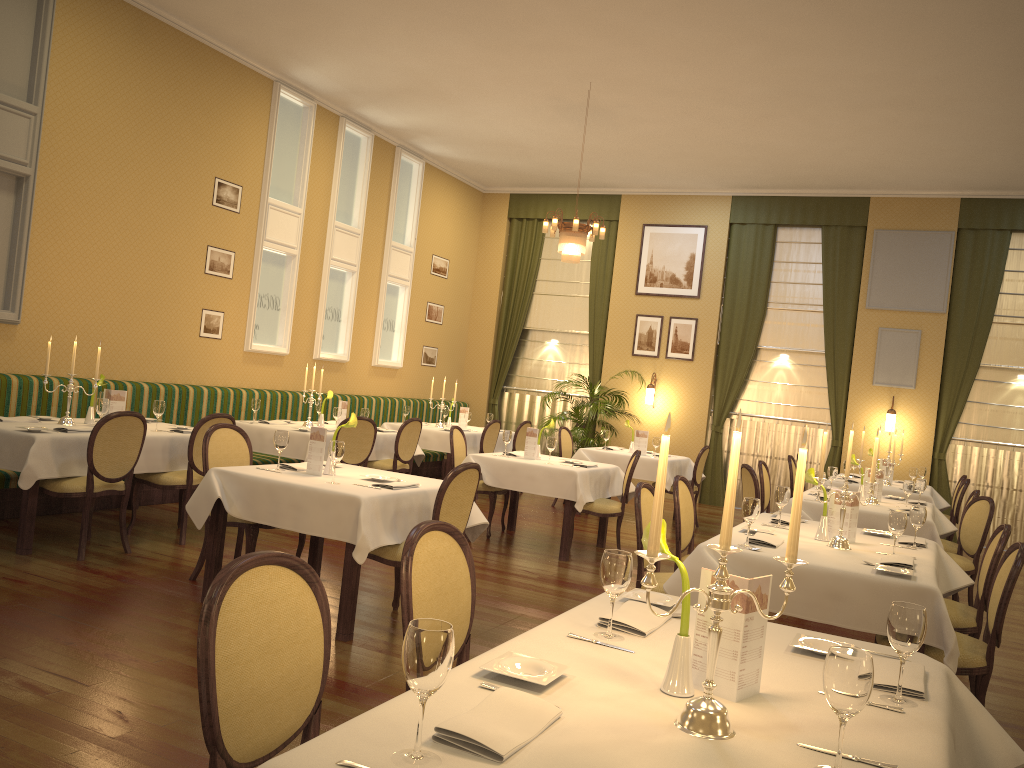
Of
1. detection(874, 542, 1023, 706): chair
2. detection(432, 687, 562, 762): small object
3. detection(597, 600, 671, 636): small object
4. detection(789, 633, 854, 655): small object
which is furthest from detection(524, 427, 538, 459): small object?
detection(432, 687, 562, 762): small object

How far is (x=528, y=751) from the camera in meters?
1.6 m

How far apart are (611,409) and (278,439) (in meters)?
7.70

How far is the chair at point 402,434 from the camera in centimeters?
879cm

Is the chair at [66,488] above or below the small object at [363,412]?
below

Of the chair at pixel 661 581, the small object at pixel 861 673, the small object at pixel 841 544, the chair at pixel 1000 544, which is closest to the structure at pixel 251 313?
the chair at pixel 661 581

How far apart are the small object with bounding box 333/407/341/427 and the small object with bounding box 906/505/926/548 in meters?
5.4 m

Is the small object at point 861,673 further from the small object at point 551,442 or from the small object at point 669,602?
the small object at point 551,442

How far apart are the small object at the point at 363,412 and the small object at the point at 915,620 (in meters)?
7.26

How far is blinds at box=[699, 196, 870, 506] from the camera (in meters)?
11.91
